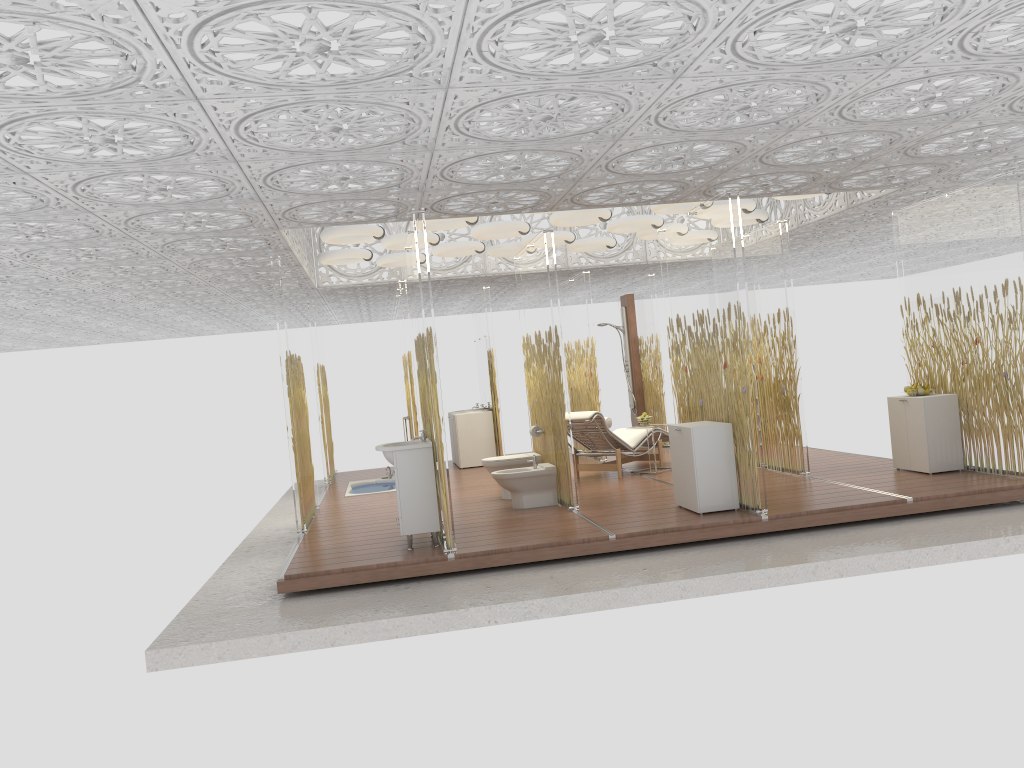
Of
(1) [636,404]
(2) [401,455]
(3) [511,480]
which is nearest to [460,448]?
(1) [636,404]

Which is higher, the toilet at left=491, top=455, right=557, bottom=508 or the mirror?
the mirror

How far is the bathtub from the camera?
11.7m

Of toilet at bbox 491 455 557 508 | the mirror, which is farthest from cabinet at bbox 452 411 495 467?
toilet at bbox 491 455 557 508

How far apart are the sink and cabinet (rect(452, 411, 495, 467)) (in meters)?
5.46

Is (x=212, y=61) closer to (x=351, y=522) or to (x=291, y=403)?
(x=291, y=403)

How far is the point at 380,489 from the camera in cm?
1172

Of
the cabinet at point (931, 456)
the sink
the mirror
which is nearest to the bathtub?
the mirror

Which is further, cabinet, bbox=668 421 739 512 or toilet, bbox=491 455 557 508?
toilet, bbox=491 455 557 508

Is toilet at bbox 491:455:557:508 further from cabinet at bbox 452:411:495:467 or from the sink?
cabinet at bbox 452:411:495:467
